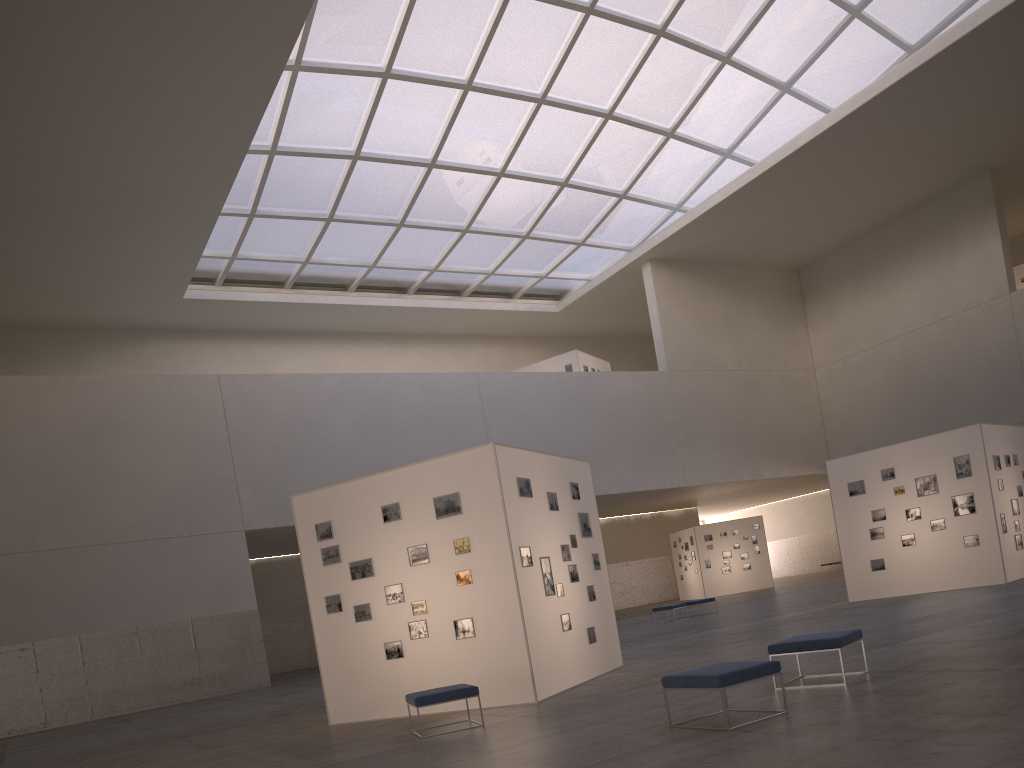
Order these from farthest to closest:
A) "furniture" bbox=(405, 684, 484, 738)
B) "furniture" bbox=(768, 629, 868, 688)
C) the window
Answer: the window, "furniture" bbox=(405, 684, 484, 738), "furniture" bbox=(768, 629, 868, 688)

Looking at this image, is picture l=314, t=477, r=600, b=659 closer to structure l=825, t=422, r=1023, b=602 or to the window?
structure l=825, t=422, r=1023, b=602

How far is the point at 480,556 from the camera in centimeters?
1500cm

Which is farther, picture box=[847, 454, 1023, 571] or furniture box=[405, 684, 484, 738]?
picture box=[847, 454, 1023, 571]

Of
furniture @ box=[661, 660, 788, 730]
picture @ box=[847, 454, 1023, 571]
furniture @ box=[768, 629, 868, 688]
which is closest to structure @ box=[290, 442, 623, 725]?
furniture @ box=[768, 629, 868, 688]

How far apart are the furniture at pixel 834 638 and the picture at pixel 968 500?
15.32m

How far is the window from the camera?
38.4 meters

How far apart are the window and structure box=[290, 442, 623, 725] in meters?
24.5

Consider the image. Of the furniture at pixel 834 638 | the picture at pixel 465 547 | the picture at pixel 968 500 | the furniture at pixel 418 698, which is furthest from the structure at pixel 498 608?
the picture at pixel 968 500

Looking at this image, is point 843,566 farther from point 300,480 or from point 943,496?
point 300,480
